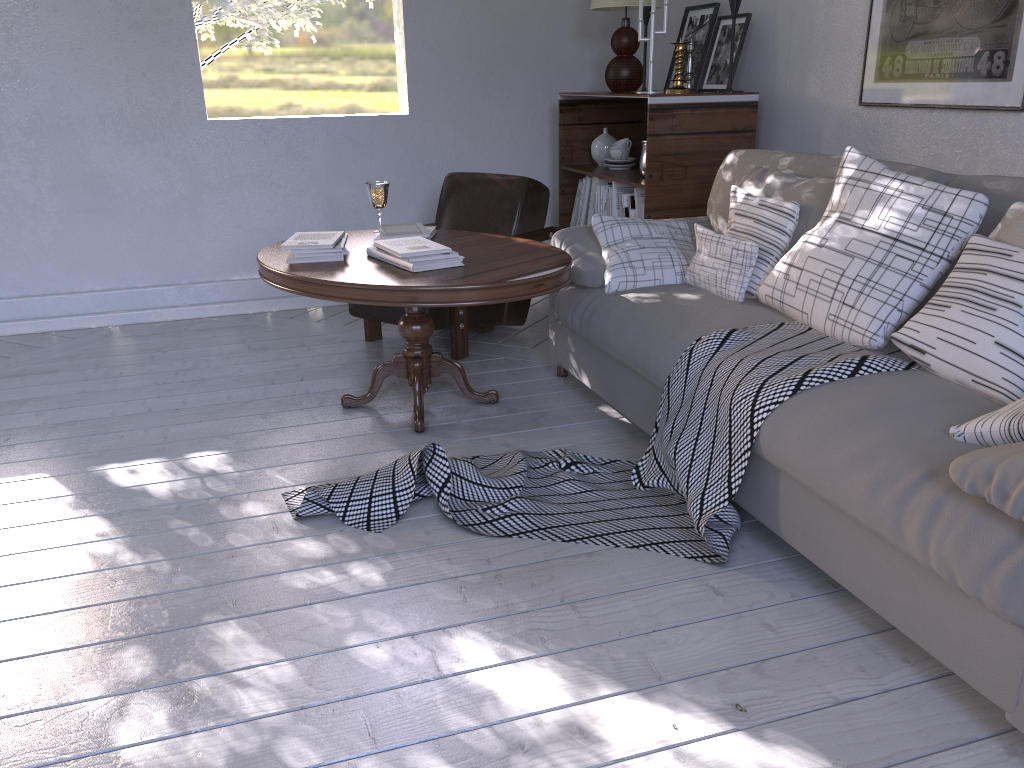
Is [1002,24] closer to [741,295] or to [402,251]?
[741,295]

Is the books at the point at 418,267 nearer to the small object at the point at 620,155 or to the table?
the table

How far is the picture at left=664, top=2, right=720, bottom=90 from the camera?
3.2m

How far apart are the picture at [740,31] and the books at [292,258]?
1.70m

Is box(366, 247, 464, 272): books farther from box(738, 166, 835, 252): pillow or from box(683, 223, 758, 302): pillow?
box(738, 166, 835, 252): pillow

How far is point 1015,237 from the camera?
1.6m

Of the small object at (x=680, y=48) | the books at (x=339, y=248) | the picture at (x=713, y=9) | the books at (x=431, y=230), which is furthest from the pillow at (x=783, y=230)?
the picture at (x=713, y=9)

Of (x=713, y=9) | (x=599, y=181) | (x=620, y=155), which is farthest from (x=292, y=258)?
(x=713, y=9)

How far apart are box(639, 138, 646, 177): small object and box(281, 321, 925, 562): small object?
1.37m

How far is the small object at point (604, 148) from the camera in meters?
3.5
